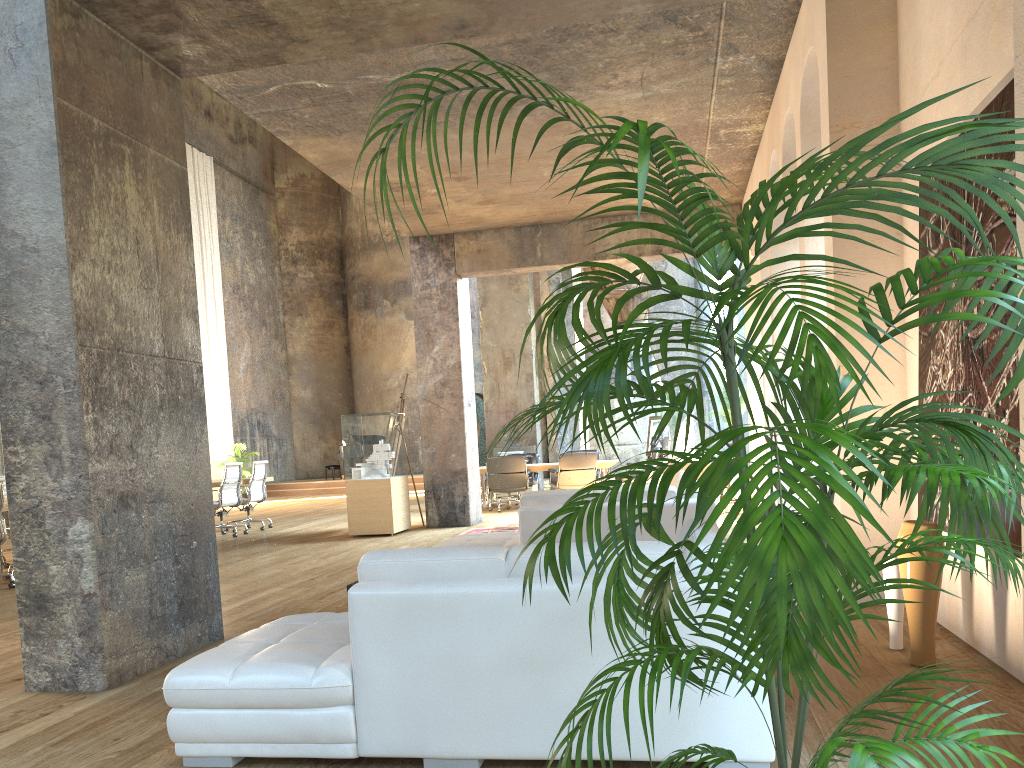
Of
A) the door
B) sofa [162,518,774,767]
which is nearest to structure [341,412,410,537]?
sofa [162,518,774,767]

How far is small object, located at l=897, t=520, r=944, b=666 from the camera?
3.7m

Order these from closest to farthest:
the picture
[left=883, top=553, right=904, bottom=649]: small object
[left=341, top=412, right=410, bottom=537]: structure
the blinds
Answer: the picture < [left=883, top=553, right=904, bottom=649]: small object < [left=341, top=412, right=410, bottom=537]: structure < the blinds

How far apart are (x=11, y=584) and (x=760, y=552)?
8.37m

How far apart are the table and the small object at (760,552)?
11.60m

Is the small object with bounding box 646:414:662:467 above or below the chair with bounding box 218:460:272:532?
above

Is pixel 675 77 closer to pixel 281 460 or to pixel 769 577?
pixel 769 577

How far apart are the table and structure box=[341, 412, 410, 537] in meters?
3.0 m

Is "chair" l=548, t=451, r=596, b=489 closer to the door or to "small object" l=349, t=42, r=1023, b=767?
"small object" l=349, t=42, r=1023, b=767

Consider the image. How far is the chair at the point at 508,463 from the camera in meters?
13.6 m
